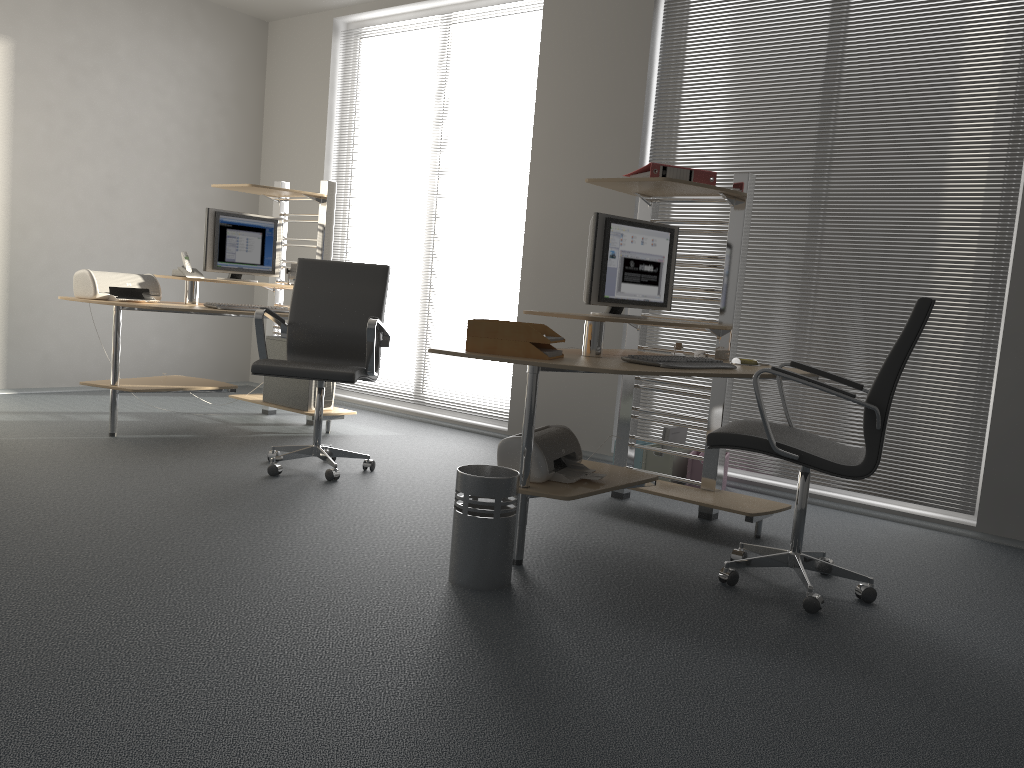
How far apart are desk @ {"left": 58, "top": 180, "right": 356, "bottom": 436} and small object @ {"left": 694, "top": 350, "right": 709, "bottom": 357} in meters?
2.4

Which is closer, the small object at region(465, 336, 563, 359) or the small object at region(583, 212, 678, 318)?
the small object at region(465, 336, 563, 359)

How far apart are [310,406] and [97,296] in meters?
1.3

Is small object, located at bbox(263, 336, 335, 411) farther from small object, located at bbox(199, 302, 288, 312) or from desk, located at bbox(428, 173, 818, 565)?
desk, located at bbox(428, 173, 818, 565)

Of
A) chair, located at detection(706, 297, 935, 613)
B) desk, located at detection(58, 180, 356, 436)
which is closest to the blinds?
chair, located at detection(706, 297, 935, 613)

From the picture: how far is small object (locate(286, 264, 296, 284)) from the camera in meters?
5.6

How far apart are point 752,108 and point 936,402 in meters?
1.8

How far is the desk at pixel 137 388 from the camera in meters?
4.8 m

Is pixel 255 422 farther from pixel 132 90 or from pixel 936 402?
pixel 936 402

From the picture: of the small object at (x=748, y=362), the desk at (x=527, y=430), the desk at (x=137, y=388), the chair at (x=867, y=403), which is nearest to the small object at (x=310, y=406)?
the desk at (x=137, y=388)
